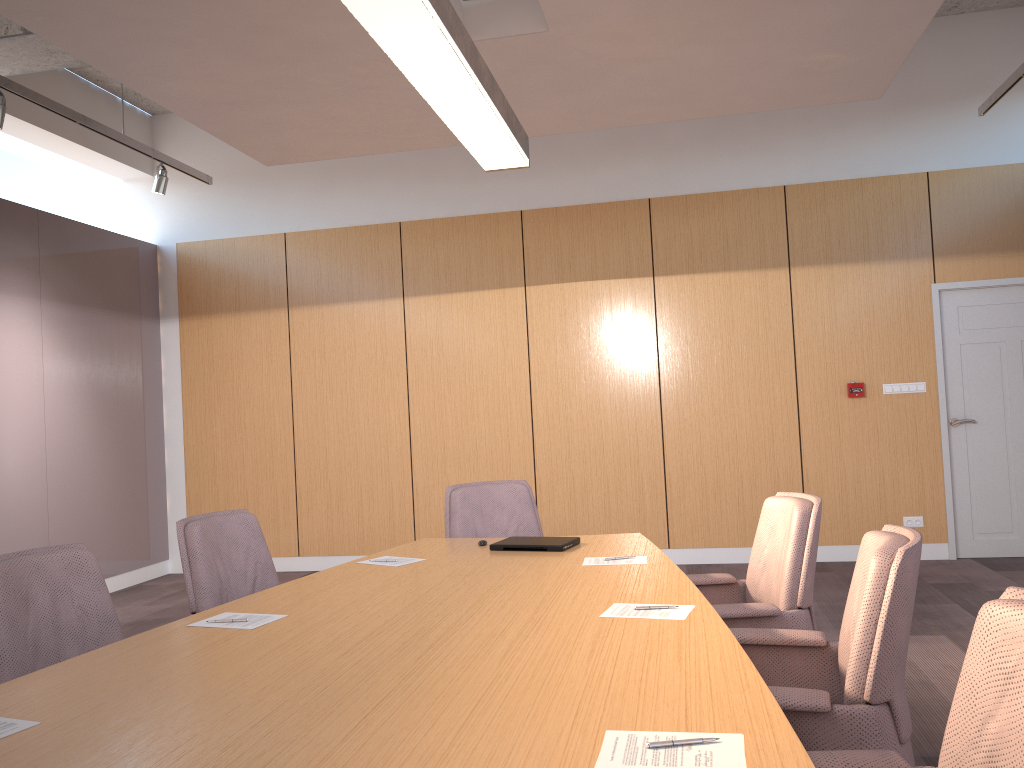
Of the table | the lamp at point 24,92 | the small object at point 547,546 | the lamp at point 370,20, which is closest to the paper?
the table

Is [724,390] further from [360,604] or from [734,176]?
[360,604]

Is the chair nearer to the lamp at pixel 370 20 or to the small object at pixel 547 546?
the small object at pixel 547 546

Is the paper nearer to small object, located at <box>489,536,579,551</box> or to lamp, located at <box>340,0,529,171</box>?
small object, located at <box>489,536,579,551</box>

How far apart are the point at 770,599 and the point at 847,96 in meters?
3.4

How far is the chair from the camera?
1.6m

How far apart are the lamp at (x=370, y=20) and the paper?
1.7 meters

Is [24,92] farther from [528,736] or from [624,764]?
[624,764]

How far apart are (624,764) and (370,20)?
1.97m

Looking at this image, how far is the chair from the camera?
1.6m
